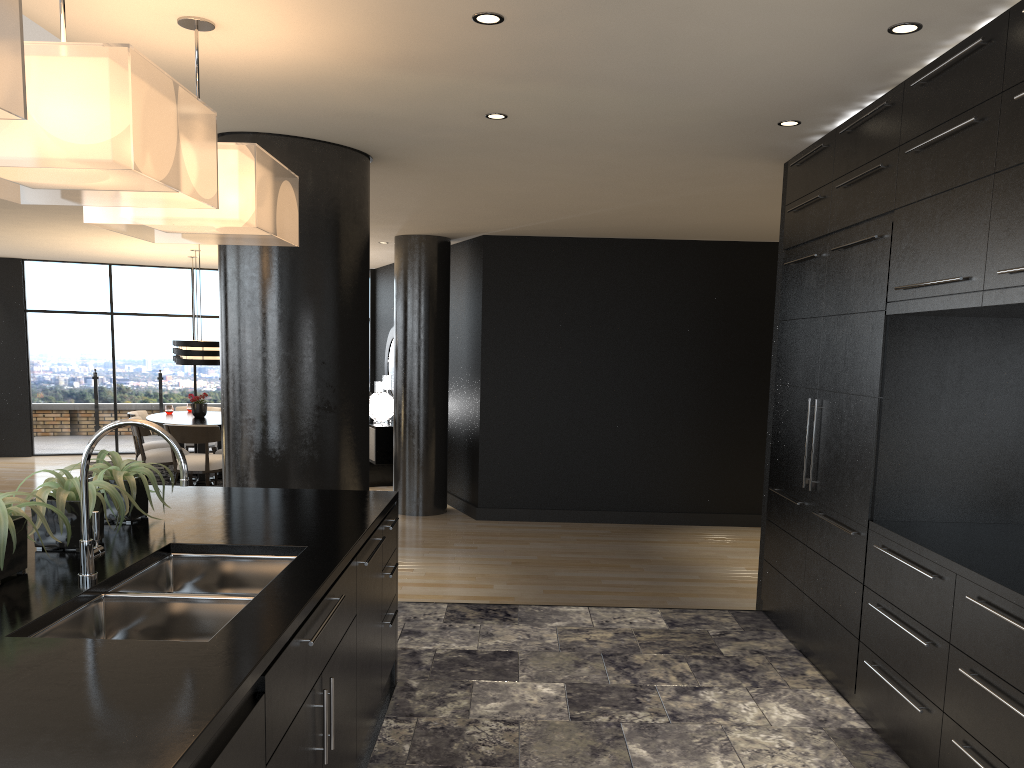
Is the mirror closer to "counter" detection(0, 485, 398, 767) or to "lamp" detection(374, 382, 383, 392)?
"lamp" detection(374, 382, 383, 392)

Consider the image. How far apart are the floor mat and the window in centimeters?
180cm

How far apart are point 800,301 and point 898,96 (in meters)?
1.28

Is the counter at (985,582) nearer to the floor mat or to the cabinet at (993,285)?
the cabinet at (993,285)

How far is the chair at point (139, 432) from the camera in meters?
9.7

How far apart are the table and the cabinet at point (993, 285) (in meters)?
6.99

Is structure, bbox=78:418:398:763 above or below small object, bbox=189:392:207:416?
above

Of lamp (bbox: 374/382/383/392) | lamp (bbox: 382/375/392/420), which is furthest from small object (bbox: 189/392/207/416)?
lamp (bbox: 382/375/392/420)

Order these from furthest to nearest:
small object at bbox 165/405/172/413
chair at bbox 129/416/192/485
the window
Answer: the window, small object at bbox 165/405/172/413, chair at bbox 129/416/192/485

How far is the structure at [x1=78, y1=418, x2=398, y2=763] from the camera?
2.2m
